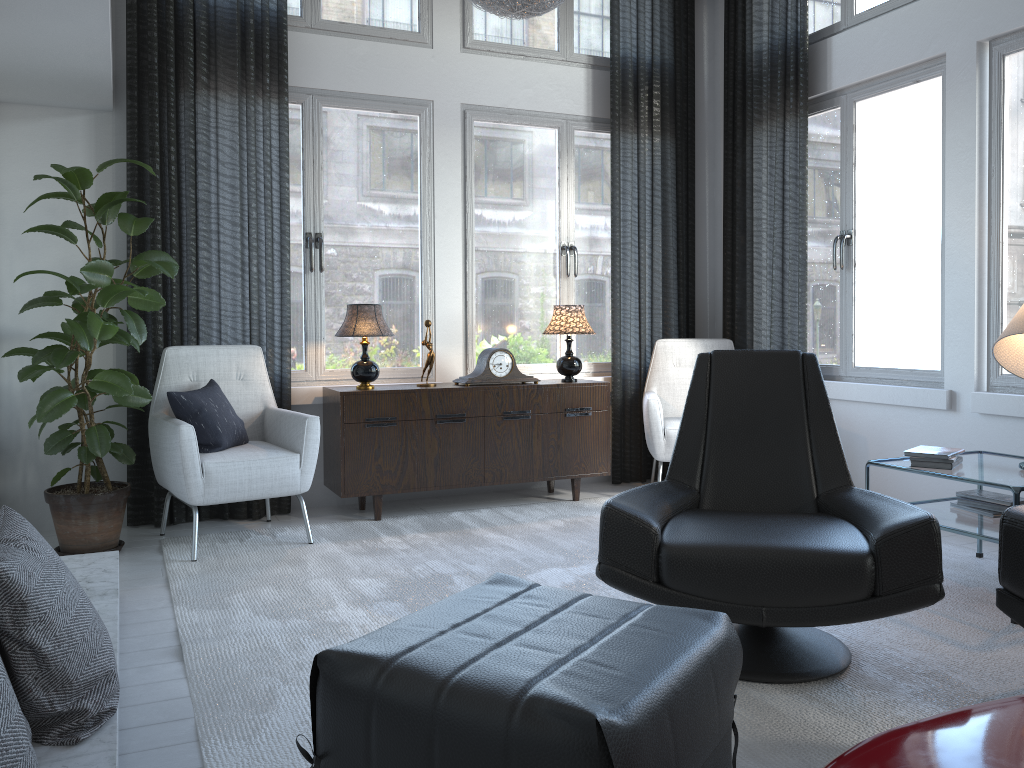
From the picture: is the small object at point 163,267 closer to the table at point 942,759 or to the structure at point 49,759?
the structure at point 49,759

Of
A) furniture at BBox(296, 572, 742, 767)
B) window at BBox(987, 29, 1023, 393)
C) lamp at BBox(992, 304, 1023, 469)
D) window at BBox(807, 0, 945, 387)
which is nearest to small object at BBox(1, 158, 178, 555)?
furniture at BBox(296, 572, 742, 767)

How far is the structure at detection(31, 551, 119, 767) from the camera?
1.6m

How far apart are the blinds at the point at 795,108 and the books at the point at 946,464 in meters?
1.5 m

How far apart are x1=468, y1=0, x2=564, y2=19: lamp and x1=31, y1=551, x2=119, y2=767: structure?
2.3m

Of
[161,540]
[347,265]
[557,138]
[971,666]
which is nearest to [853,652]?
[971,666]

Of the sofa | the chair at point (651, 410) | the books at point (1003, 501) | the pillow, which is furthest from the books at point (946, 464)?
the pillow

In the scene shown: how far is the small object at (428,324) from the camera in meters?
4.3 m

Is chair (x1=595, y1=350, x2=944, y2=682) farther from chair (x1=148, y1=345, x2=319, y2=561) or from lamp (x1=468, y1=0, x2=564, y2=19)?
chair (x1=148, y1=345, x2=319, y2=561)

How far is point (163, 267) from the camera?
3.2m
